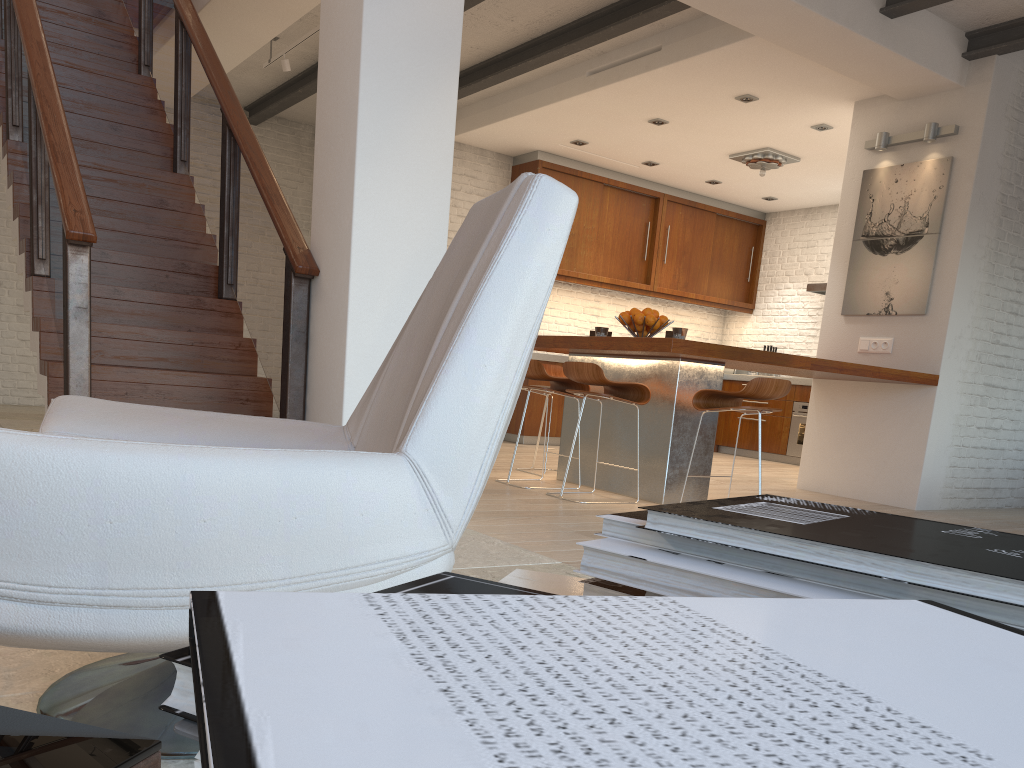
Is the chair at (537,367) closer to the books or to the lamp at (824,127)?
the lamp at (824,127)

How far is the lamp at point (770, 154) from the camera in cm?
814

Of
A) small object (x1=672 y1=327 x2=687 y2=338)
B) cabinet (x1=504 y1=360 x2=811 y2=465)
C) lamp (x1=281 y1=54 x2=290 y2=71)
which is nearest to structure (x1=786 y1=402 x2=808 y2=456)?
cabinet (x1=504 y1=360 x2=811 y2=465)

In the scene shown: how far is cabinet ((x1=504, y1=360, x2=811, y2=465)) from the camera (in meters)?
8.87

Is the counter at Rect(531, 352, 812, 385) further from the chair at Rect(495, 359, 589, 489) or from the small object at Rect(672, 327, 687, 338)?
the small object at Rect(672, 327, 687, 338)

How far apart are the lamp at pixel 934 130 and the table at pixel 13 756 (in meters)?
6.54

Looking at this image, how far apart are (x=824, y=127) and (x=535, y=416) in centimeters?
375cm

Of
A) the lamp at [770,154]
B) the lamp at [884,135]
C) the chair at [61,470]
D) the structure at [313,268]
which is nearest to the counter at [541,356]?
the lamp at [770,154]

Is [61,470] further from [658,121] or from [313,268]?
[658,121]

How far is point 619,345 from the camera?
4.9m
